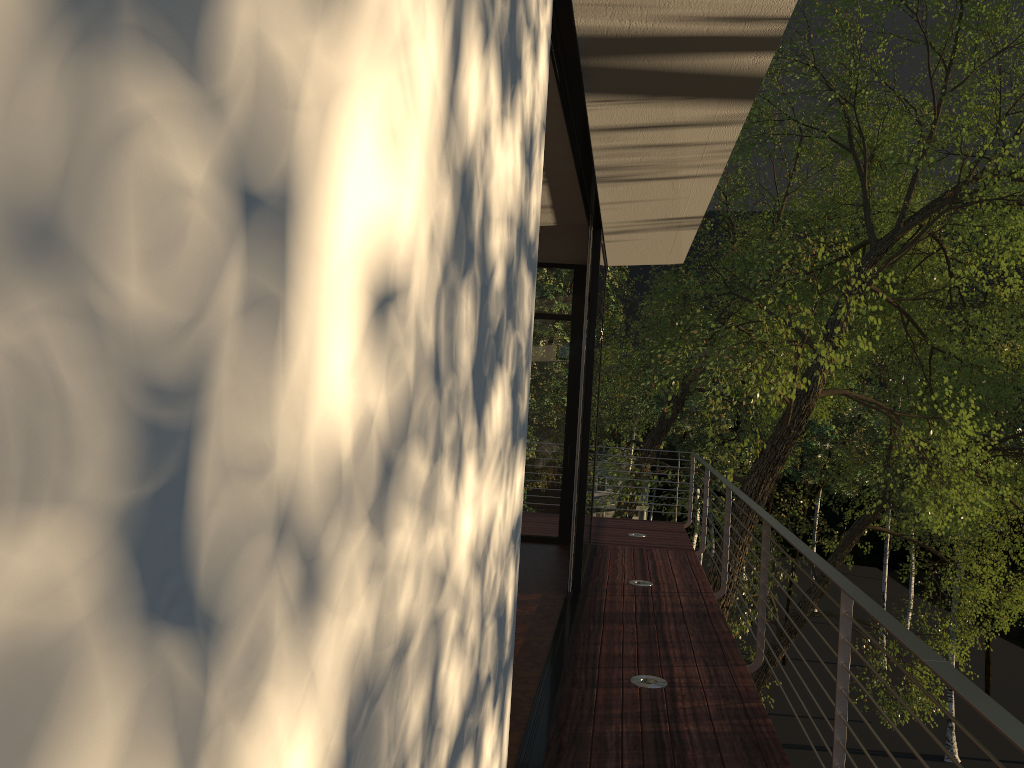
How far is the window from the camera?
7.8m

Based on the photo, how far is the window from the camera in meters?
7.8

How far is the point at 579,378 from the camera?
7.82m

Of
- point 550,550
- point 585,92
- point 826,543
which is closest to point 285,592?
point 585,92
